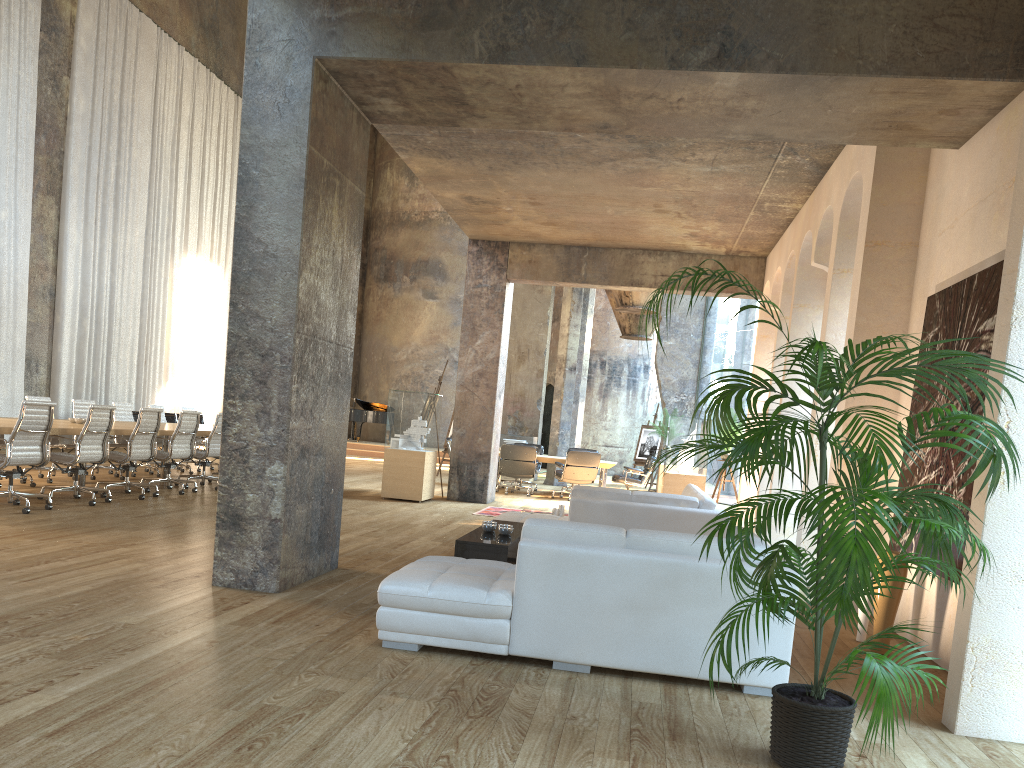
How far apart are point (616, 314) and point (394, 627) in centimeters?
1837cm

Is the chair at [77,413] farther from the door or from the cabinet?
the door

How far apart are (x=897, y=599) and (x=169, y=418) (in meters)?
16.47

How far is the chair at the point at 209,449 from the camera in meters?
11.4 m

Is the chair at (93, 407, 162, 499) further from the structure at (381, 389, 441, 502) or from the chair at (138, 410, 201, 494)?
the structure at (381, 389, 441, 502)

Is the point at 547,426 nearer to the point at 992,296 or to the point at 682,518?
the point at 682,518

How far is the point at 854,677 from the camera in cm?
460

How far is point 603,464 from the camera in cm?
1542

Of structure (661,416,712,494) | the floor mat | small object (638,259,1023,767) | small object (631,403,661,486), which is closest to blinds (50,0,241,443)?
the floor mat

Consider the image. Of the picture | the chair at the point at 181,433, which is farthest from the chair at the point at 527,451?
the picture
